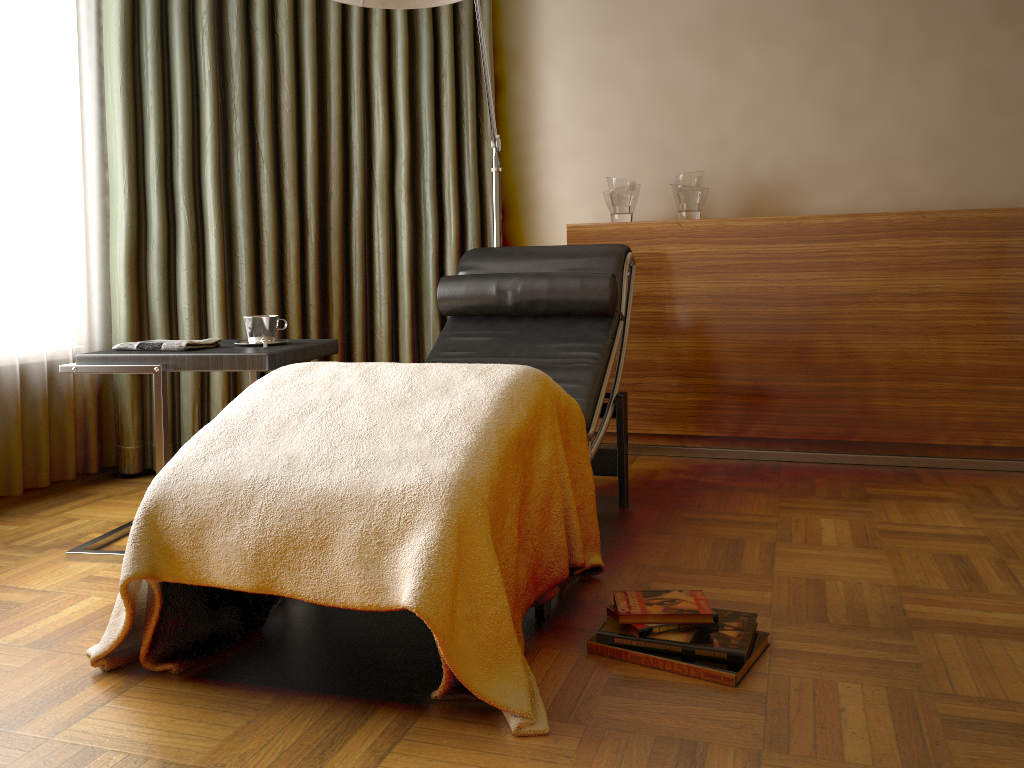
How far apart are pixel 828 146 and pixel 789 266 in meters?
0.7 m

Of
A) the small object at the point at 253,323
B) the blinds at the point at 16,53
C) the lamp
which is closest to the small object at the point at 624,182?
the lamp

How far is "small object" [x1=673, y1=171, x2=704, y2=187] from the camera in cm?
335

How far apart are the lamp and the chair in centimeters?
25cm

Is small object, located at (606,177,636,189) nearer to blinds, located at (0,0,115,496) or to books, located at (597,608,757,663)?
blinds, located at (0,0,115,496)

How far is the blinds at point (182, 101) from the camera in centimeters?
310cm

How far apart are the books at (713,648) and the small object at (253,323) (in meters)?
1.26

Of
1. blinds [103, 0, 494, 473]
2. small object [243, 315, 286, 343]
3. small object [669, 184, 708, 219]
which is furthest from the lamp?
small object [243, 315, 286, 343]

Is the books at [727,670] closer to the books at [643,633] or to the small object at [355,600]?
the books at [643,633]

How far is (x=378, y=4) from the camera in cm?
226
